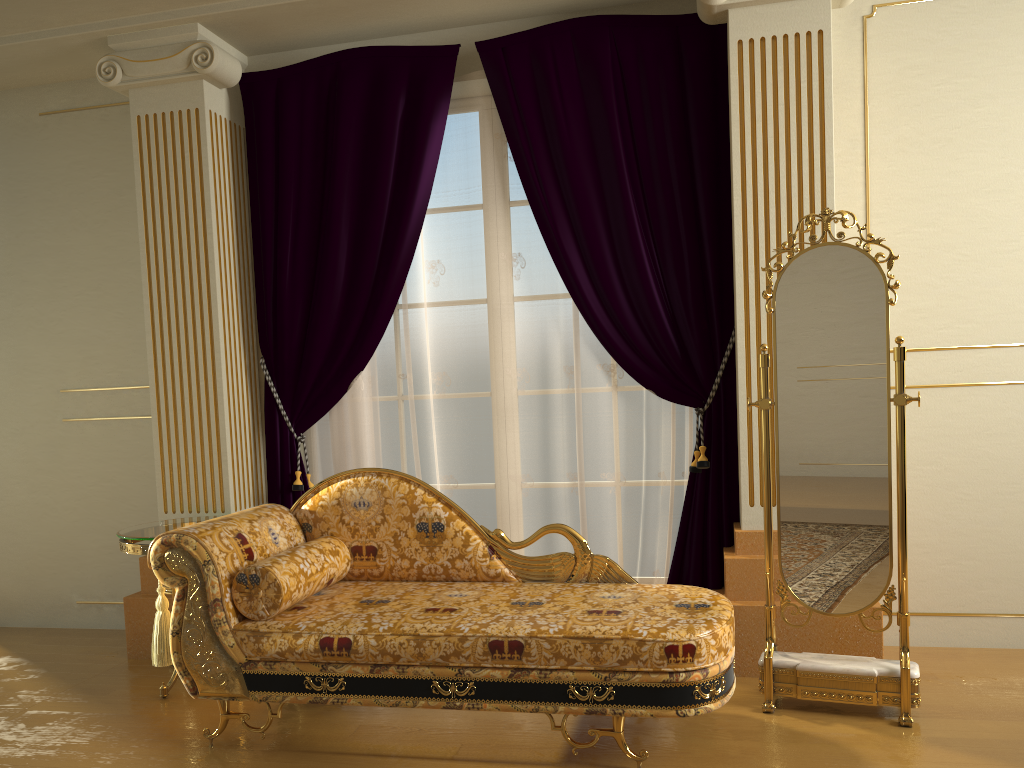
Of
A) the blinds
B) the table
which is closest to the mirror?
the blinds

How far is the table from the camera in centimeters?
336cm

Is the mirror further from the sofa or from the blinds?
the blinds

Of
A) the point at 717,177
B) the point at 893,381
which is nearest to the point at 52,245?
the point at 717,177

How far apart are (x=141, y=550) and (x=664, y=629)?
2.0 meters

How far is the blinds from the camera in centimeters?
362cm

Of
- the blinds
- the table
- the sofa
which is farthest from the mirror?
the table

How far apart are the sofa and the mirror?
0.2m

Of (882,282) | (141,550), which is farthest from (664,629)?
(141,550)

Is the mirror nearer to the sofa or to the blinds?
the sofa
